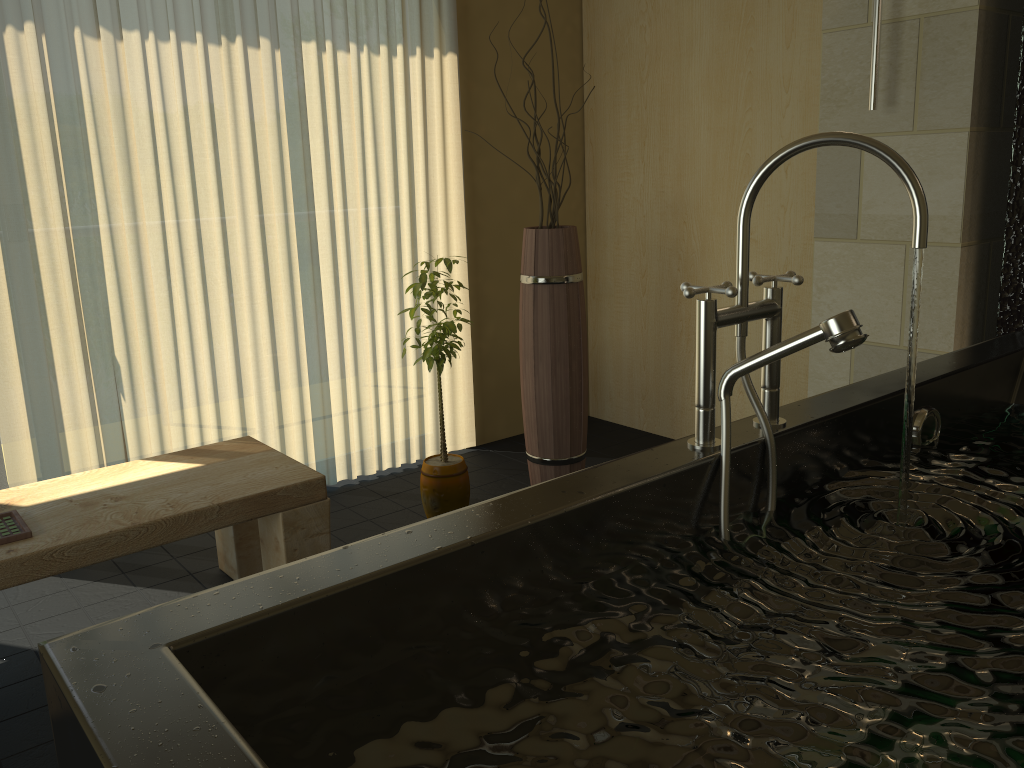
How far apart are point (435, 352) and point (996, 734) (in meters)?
2.15

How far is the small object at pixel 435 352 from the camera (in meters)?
2.82

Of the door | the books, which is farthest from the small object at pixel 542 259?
the door

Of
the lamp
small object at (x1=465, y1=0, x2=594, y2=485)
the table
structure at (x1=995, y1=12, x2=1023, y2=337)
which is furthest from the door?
structure at (x1=995, y1=12, x2=1023, y2=337)

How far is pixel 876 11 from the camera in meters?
2.4

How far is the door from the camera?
2.87m

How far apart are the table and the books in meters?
0.0

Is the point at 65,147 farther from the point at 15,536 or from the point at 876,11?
the point at 876,11

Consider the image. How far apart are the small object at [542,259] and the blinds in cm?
59

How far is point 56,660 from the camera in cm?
82
